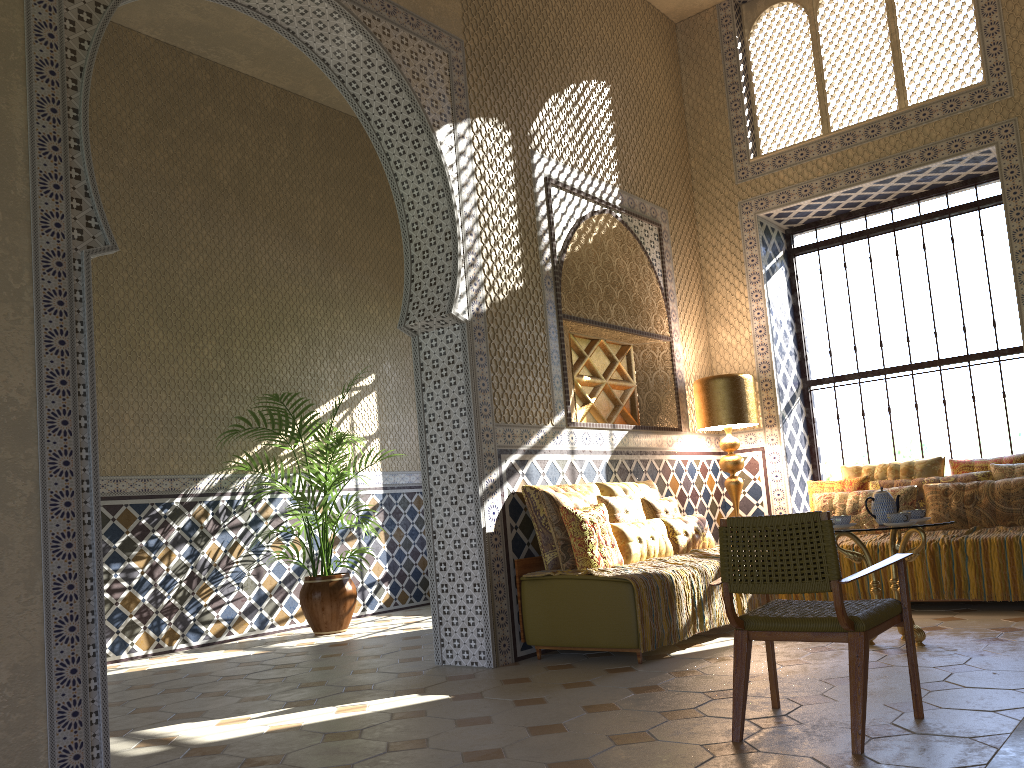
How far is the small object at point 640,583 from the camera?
7.3 meters

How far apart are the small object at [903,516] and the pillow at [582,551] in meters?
2.3

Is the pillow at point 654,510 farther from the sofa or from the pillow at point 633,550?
the sofa

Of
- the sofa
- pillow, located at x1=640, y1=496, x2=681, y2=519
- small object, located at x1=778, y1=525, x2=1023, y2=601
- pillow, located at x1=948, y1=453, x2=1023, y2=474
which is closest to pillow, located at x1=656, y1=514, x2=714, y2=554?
pillow, located at x1=640, y1=496, x2=681, y2=519

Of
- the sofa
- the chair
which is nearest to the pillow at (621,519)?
the sofa

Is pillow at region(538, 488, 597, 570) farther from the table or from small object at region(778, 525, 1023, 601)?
small object at region(778, 525, 1023, 601)

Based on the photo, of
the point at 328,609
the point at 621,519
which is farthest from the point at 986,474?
the point at 328,609

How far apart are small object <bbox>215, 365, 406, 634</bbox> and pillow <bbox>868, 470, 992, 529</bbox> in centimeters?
633cm

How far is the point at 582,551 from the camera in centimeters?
774cm

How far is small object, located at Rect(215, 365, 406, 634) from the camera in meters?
11.2 m
